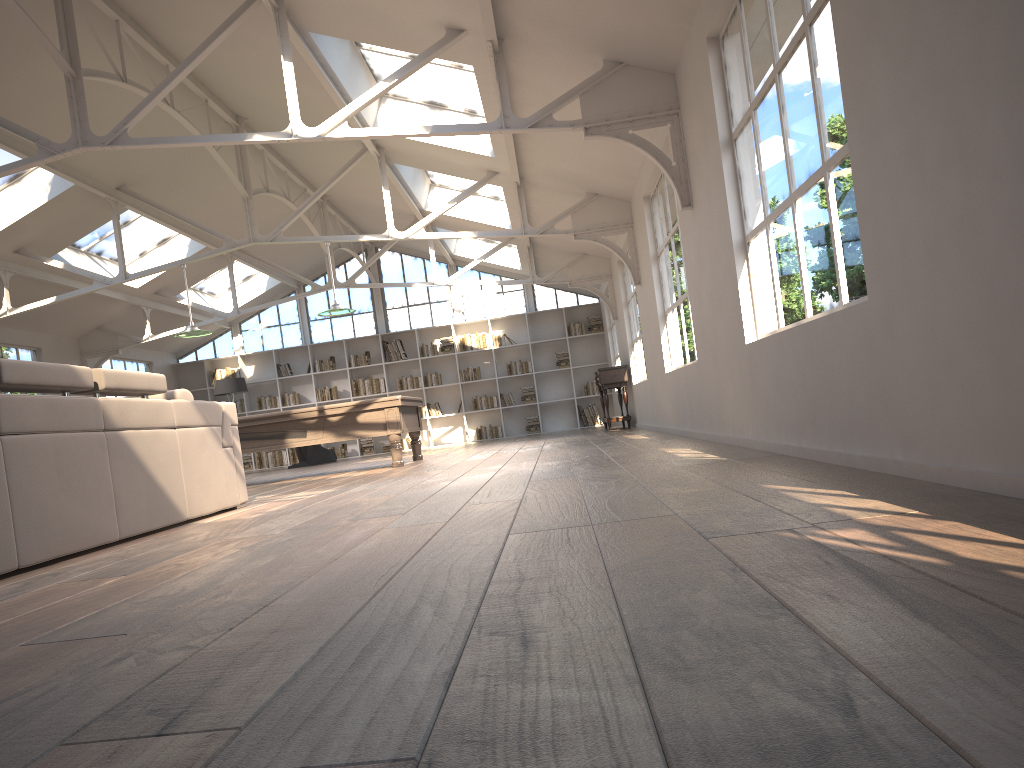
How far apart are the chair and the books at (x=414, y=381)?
2.08m

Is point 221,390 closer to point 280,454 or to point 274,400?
point 274,400

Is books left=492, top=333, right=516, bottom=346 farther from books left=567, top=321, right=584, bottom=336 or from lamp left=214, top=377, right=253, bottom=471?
lamp left=214, top=377, right=253, bottom=471

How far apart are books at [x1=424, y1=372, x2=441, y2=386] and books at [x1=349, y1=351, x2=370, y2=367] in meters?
1.2

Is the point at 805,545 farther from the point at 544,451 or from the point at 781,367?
the point at 544,451

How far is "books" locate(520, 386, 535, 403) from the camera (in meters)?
17.05

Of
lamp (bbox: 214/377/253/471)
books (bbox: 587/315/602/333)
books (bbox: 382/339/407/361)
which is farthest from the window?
lamp (bbox: 214/377/253/471)

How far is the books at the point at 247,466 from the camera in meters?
17.3

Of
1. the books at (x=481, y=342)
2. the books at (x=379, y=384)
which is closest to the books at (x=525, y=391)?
the books at (x=481, y=342)

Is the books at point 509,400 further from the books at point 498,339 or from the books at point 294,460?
the books at point 294,460
